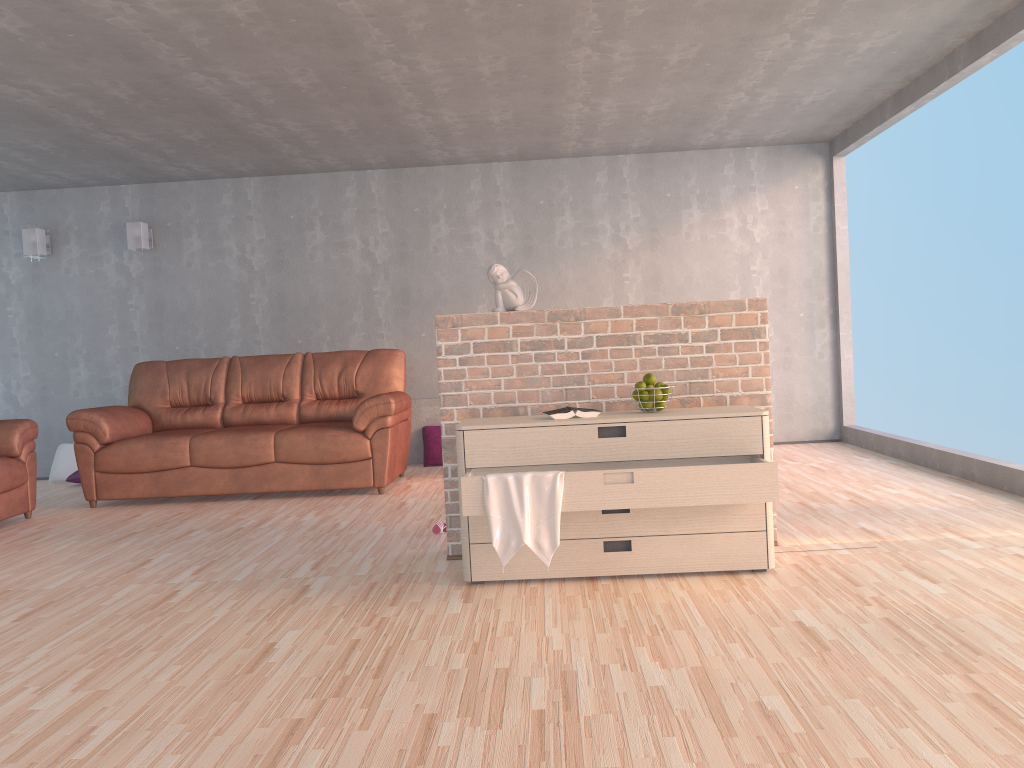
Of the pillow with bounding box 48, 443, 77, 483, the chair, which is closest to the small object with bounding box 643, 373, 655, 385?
the chair

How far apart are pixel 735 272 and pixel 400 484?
3.3m

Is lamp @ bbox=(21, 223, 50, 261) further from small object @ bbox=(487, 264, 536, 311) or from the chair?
small object @ bbox=(487, 264, 536, 311)

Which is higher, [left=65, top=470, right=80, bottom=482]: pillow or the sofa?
the sofa

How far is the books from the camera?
3.4 meters

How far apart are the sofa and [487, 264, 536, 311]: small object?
2.1m

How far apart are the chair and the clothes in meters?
3.6

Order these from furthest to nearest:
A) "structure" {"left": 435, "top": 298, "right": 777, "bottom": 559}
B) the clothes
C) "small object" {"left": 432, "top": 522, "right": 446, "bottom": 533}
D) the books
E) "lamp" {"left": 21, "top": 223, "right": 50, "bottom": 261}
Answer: "lamp" {"left": 21, "top": 223, "right": 50, "bottom": 261}, "small object" {"left": 432, "top": 522, "right": 446, "bottom": 533}, "structure" {"left": 435, "top": 298, "right": 777, "bottom": 559}, the books, the clothes

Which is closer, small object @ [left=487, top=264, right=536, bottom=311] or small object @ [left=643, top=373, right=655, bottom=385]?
small object @ [left=643, top=373, right=655, bottom=385]

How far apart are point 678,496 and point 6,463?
4.2m
